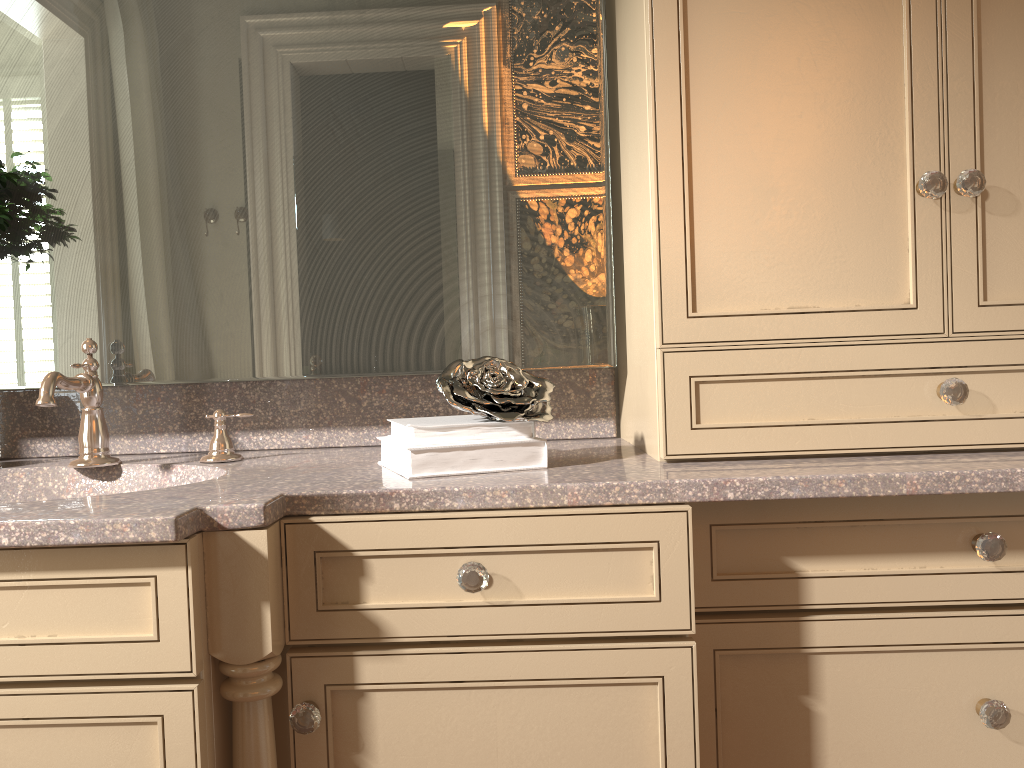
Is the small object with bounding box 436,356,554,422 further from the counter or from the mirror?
the mirror

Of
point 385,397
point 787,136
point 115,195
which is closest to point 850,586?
point 787,136

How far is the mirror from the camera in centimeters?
146cm

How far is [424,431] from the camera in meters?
1.2

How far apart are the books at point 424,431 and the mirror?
0.2m

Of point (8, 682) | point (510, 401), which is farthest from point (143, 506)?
point (510, 401)

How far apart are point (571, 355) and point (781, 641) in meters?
0.6 m

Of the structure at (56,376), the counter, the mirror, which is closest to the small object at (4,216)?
the mirror

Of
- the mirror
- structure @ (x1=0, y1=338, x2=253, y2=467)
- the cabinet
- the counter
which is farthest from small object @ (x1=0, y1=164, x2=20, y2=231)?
the cabinet

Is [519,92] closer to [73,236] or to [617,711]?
[73,236]
